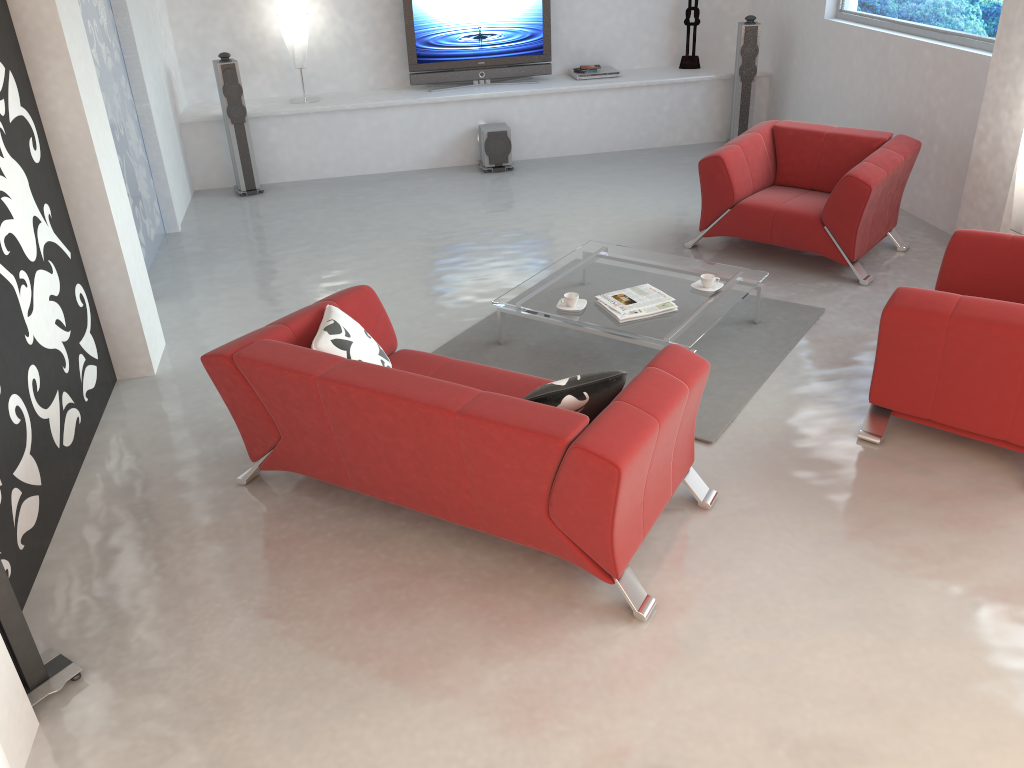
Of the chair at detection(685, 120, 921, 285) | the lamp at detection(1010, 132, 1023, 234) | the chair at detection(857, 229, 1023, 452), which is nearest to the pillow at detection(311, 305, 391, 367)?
the chair at detection(857, 229, 1023, 452)

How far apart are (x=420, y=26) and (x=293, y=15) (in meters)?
1.14

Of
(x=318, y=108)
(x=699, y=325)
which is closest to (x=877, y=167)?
(x=699, y=325)

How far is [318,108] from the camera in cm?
786

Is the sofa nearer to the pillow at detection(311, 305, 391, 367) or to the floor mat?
the pillow at detection(311, 305, 391, 367)

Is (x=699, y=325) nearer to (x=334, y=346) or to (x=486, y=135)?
(x=334, y=346)

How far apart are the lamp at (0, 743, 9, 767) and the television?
7.24m

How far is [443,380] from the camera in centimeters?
315cm

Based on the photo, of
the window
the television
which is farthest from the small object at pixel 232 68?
the window

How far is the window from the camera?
5.8m
